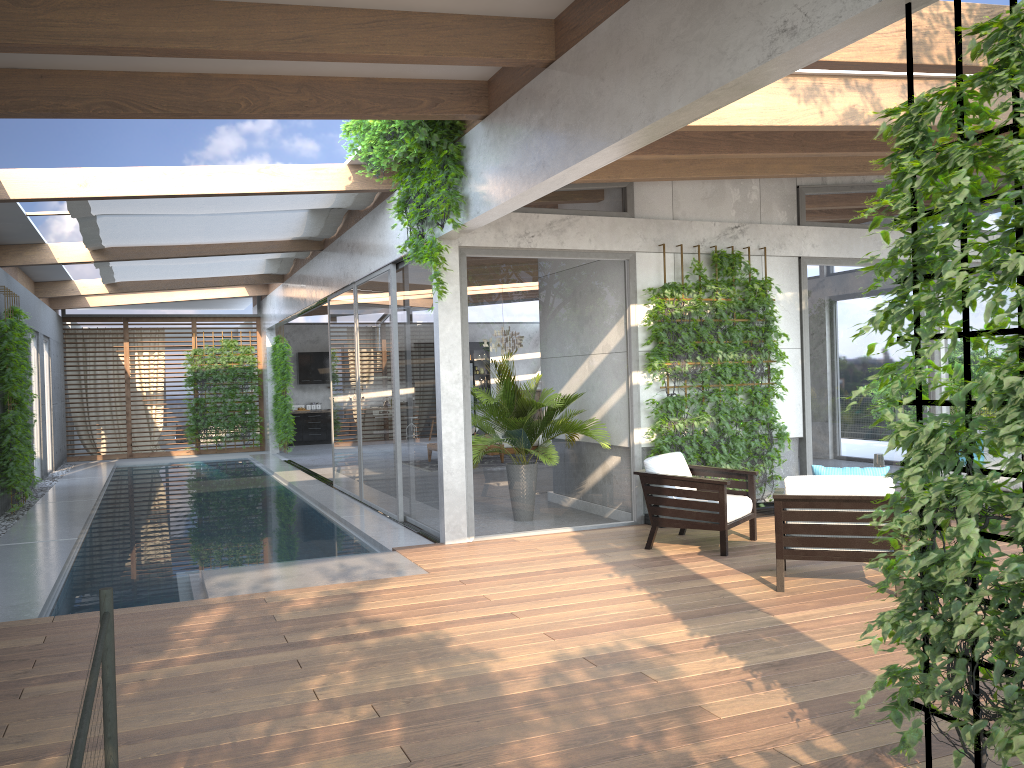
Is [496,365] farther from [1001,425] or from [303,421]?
[303,421]

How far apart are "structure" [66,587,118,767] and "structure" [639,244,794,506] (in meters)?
6.48

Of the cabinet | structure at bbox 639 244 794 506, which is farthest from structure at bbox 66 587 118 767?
the cabinet

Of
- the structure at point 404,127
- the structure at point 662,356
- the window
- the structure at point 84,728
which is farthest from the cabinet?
the structure at point 84,728

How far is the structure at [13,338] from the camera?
10.3m

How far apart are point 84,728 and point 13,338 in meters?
10.1 m

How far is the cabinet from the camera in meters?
21.8

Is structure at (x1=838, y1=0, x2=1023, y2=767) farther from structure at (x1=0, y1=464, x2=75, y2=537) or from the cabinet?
the cabinet

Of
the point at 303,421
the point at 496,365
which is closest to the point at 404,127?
the point at 496,365

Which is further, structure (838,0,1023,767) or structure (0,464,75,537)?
structure (0,464,75,537)
